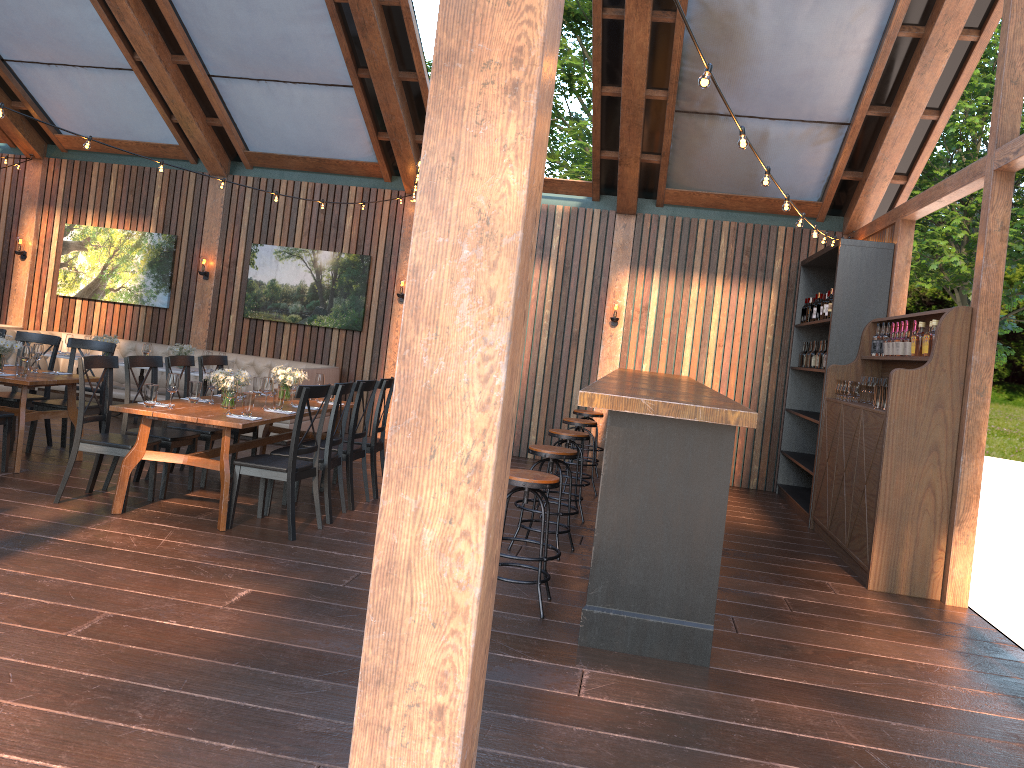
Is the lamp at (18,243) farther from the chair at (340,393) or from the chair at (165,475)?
the chair at (340,393)

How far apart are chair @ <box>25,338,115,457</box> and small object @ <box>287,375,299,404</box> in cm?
202

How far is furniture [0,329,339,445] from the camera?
10.9 meters

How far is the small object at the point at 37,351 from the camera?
7.46m

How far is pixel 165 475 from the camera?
6.6 meters

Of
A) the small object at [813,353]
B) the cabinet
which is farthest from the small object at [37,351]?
the small object at [813,353]

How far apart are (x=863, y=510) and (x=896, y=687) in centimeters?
251cm

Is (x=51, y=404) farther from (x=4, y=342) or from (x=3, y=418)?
(x=3, y=418)

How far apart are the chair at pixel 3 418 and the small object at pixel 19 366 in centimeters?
35cm

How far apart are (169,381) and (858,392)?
5.8m
